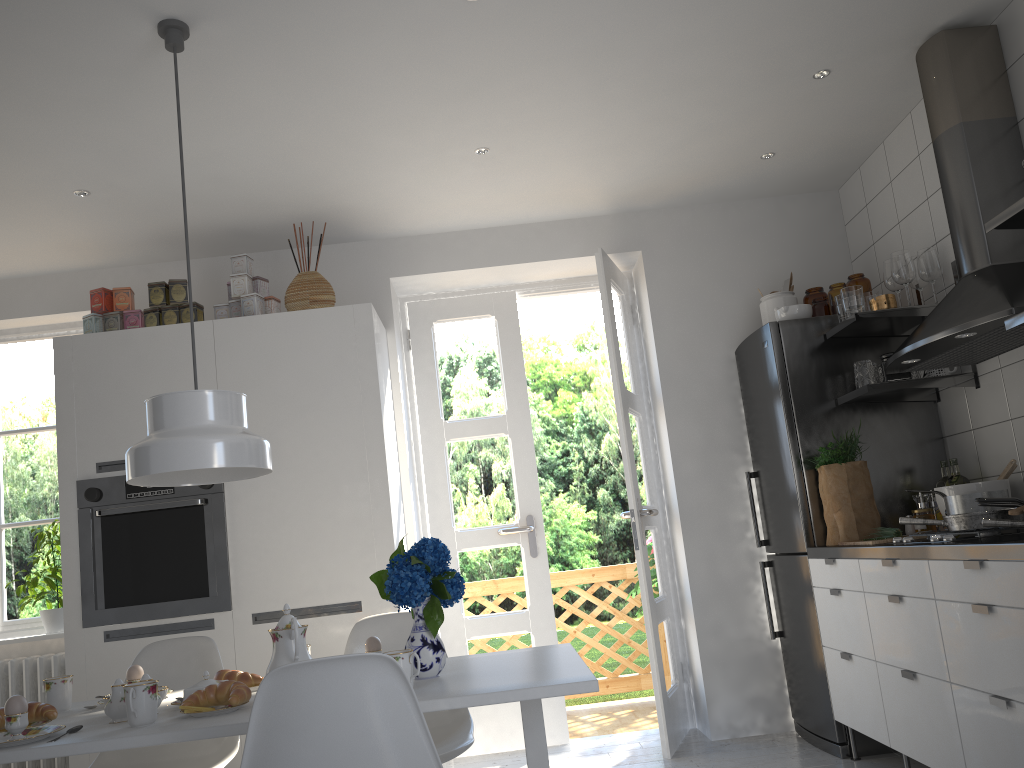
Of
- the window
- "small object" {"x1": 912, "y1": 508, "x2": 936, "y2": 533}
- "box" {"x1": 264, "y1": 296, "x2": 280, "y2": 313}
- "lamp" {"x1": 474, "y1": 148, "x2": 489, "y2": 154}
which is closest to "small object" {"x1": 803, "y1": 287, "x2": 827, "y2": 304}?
"small object" {"x1": 912, "y1": 508, "x2": 936, "y2": 533}

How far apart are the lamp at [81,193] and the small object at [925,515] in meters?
3.5

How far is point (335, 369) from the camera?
3.8m

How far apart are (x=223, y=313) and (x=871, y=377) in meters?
2.8 m

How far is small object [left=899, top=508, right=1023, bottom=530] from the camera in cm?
263

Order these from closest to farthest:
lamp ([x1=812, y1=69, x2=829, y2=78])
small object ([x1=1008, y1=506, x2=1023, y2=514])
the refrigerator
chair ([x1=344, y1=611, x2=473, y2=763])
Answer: small object ([x1=1008, y1=506, x2=1023, y2=514]) < chair ([x1=344, y1=611, x2=473, y2=763]) < lamp ([x1=812, y1=69, x2=829, y2=78]) < the refrigerator

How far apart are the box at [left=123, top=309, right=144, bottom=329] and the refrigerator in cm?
273

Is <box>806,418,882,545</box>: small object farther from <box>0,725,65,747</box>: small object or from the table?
<box>0,725,65,747</box>: small object

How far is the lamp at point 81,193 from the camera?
3.6m

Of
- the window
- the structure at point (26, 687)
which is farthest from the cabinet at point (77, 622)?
the window
